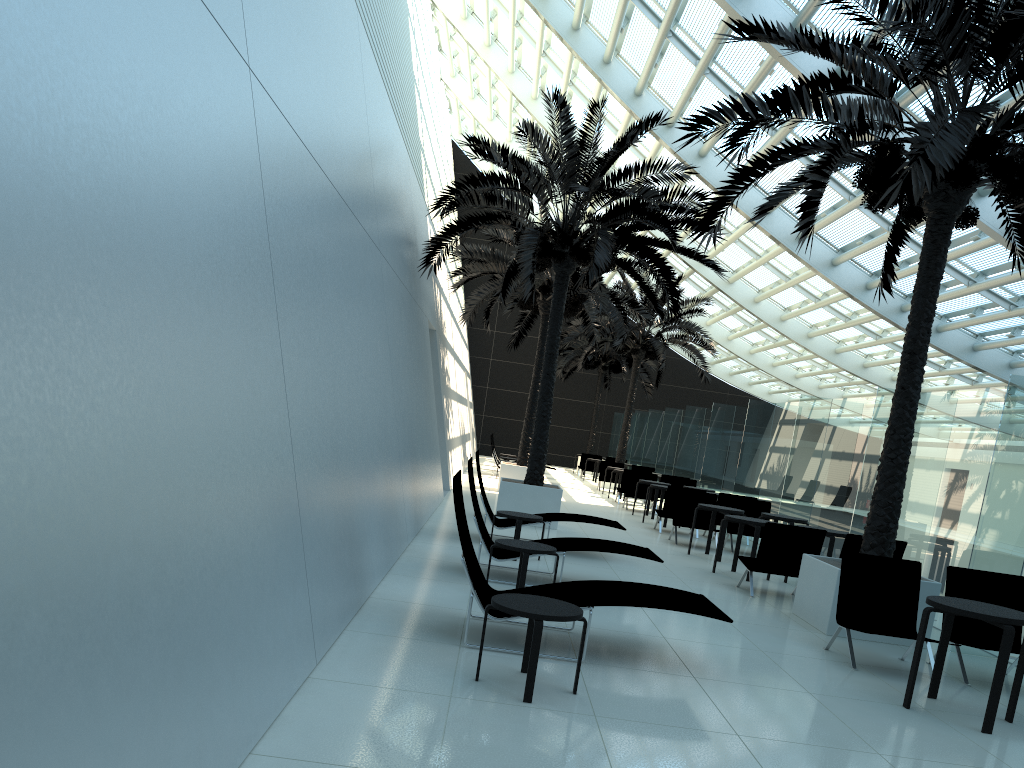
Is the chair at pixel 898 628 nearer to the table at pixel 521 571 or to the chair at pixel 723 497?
the table at pixel 521 571

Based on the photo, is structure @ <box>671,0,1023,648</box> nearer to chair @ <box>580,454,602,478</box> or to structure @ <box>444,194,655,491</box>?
structure @ <box>444,194,655,491</box>

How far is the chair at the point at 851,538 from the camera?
9.7 meters

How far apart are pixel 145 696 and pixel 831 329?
24.24m

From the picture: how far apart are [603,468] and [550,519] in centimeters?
1503cm

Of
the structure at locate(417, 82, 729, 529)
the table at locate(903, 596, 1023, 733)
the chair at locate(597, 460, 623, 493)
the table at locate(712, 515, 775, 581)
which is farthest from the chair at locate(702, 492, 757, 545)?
the chair at locate(597, 460, 623, 493)

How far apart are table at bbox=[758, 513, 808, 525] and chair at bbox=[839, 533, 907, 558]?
2.9 meters

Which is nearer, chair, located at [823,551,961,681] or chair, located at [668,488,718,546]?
chair, located at [823,551,961,681]

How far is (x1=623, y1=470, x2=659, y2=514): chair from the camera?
20.2 meters

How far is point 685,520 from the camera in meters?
14.5 m
